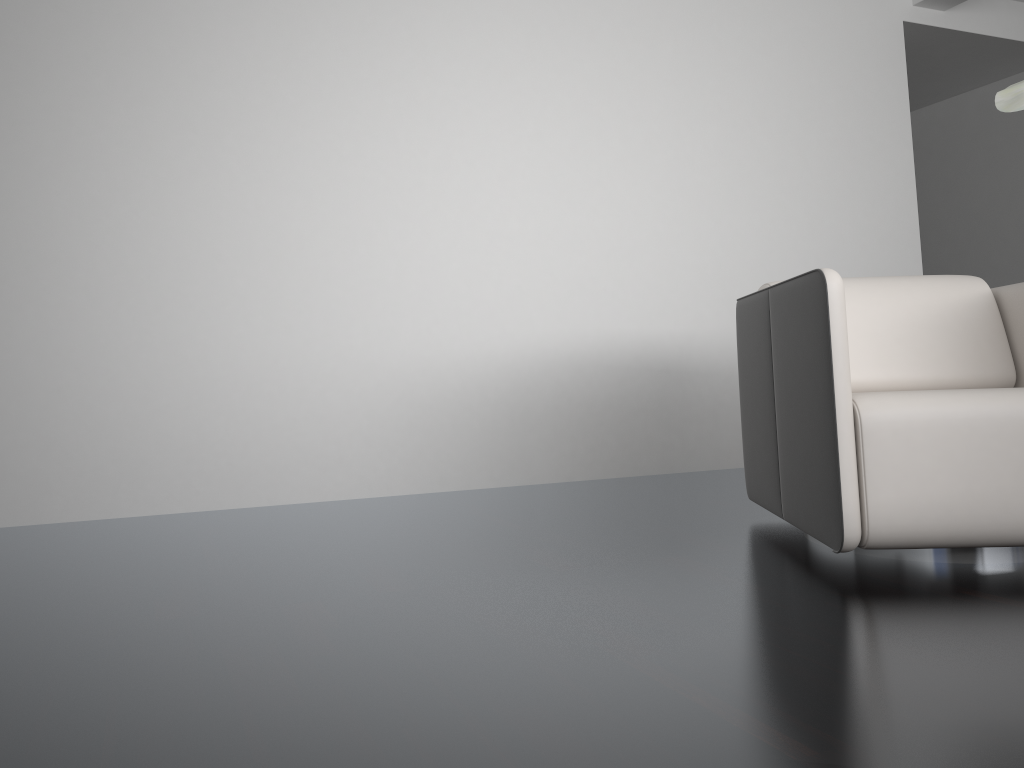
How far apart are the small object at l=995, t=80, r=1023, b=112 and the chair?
1.1m

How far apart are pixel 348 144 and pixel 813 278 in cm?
203

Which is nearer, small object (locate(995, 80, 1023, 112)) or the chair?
small object (locate(995, 80, 1023, 112))

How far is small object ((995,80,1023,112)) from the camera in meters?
0.8 m

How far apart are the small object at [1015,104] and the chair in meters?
1.1

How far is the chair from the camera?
1.9m

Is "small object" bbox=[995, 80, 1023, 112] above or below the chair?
above

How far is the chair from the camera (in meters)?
1.86

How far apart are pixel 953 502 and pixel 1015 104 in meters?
1.3
